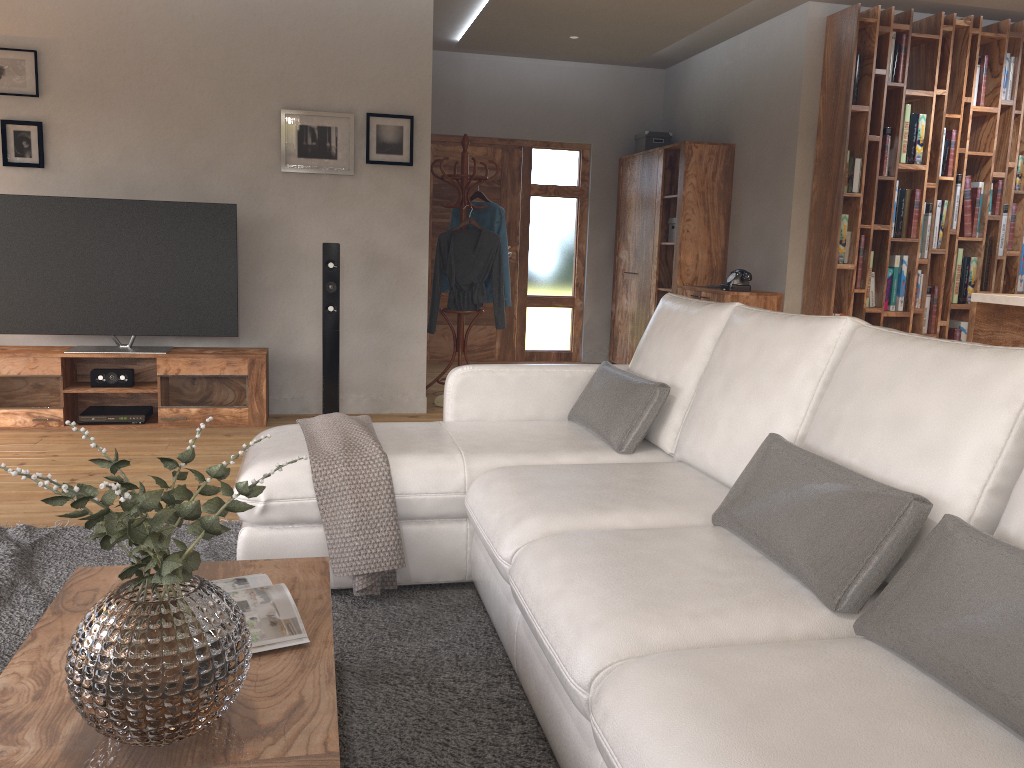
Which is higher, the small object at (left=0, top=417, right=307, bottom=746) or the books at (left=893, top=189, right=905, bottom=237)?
the books at (left=893, top=189, right=905, bottom=237)

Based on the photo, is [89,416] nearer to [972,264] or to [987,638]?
[987,638]

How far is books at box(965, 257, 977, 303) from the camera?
6.2 meters

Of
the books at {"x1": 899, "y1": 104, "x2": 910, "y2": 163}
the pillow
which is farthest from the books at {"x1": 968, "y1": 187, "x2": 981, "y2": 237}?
the pillow

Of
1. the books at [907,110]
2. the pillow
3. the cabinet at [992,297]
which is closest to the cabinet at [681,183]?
the books at [907,110]

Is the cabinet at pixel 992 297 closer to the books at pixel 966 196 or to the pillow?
the pillow

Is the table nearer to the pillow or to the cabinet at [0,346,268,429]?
the pillow

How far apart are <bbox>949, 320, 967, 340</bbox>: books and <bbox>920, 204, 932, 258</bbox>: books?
0.6 meters

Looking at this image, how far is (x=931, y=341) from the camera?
1.97m

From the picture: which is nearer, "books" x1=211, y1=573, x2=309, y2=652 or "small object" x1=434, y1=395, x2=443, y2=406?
"books" x1=211, y1=573, x2=309, y2=652
